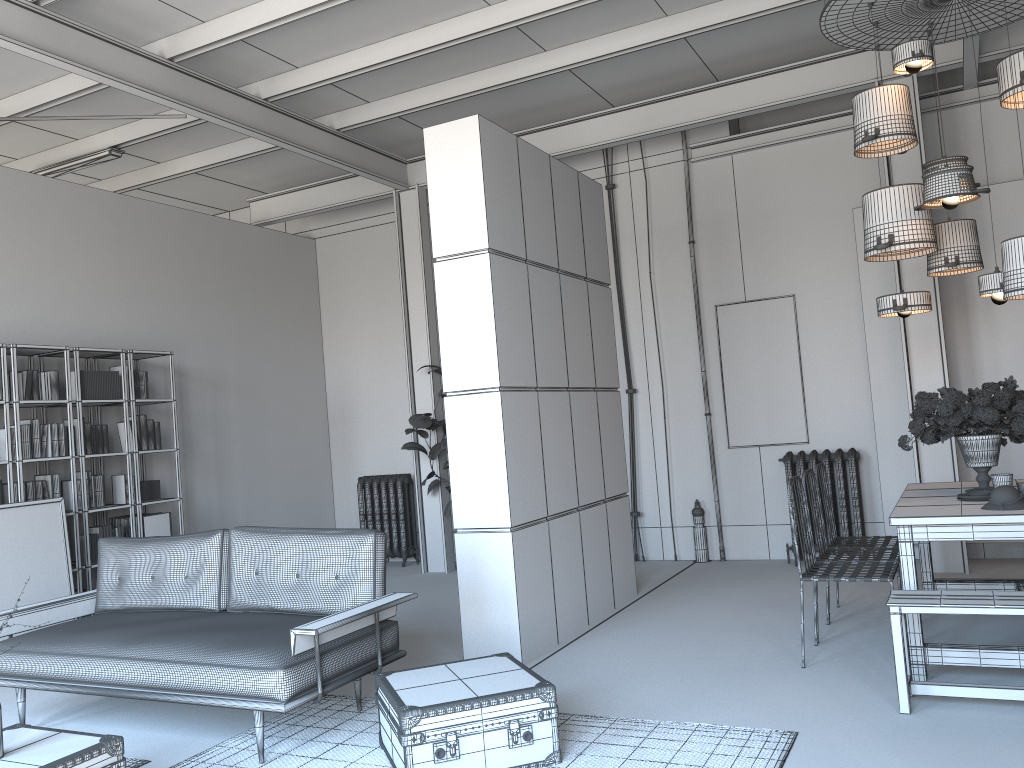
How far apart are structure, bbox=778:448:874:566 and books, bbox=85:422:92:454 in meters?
5.8 m

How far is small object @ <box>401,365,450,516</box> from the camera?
8.47m

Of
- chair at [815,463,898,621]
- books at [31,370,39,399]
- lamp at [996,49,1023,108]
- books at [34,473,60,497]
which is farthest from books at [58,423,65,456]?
lamp at [996,49,1023,108]

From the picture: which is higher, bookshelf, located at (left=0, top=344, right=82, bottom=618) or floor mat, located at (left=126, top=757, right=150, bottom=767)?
bookshelf, located at (left=0, top=344, right=82, bottom=618)

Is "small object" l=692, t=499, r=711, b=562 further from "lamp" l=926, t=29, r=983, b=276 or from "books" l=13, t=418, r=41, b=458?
"books" l=13, t=418, r=41, b=458

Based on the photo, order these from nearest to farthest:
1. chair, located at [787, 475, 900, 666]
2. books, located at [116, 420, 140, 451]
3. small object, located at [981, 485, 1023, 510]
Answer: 1. small object, located at [981, 485, 1023, 510]
2. chair, located at [787, 475, 900, 666]
3. books, located at [116, 420, 140, 451]

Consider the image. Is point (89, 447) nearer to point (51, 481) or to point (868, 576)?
point (51, 481)

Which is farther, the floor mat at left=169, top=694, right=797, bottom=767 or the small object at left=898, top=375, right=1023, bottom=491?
Result: the small object at left=898, top=375, right=1023, bottom=491

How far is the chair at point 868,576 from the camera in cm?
455

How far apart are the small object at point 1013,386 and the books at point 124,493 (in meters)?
5.89
